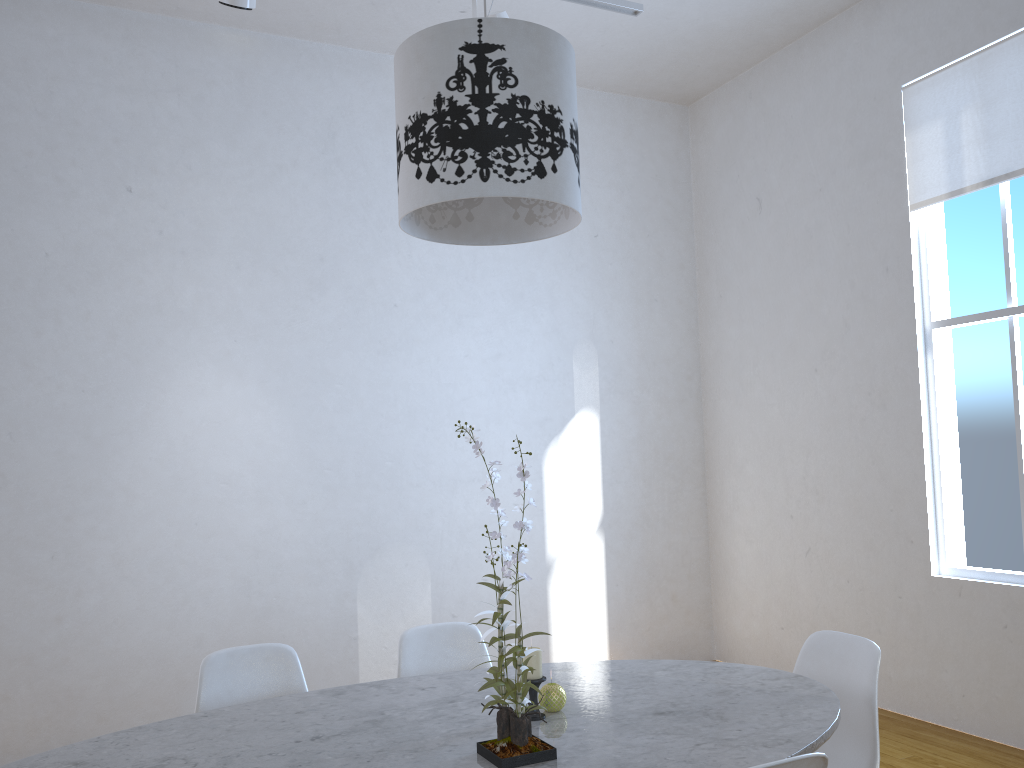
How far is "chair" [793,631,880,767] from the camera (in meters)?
2.11

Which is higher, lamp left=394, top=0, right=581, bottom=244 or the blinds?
the blinds

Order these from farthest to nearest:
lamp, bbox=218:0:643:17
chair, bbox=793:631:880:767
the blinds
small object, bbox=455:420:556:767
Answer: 1. the blinds
2. lamp, bbox=218:0:643:17
3. chair, bbox=793:631:880:767
4. small object, bbox=455:420:556:767

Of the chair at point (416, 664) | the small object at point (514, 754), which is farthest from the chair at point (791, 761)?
the chair at point (416, 664)

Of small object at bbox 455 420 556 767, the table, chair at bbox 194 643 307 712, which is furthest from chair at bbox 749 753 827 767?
chair at bbox 194 643 307 712

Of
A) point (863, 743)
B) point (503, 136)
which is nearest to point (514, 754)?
point (863, 743)

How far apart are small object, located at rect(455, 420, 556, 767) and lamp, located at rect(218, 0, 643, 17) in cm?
212

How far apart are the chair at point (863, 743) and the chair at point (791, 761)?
0.75m

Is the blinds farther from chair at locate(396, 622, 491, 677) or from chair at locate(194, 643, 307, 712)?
chair at locate(194, 643, 307, 712)

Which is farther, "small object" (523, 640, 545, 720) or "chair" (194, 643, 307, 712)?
"chair" (194, 643, 307, 712)
